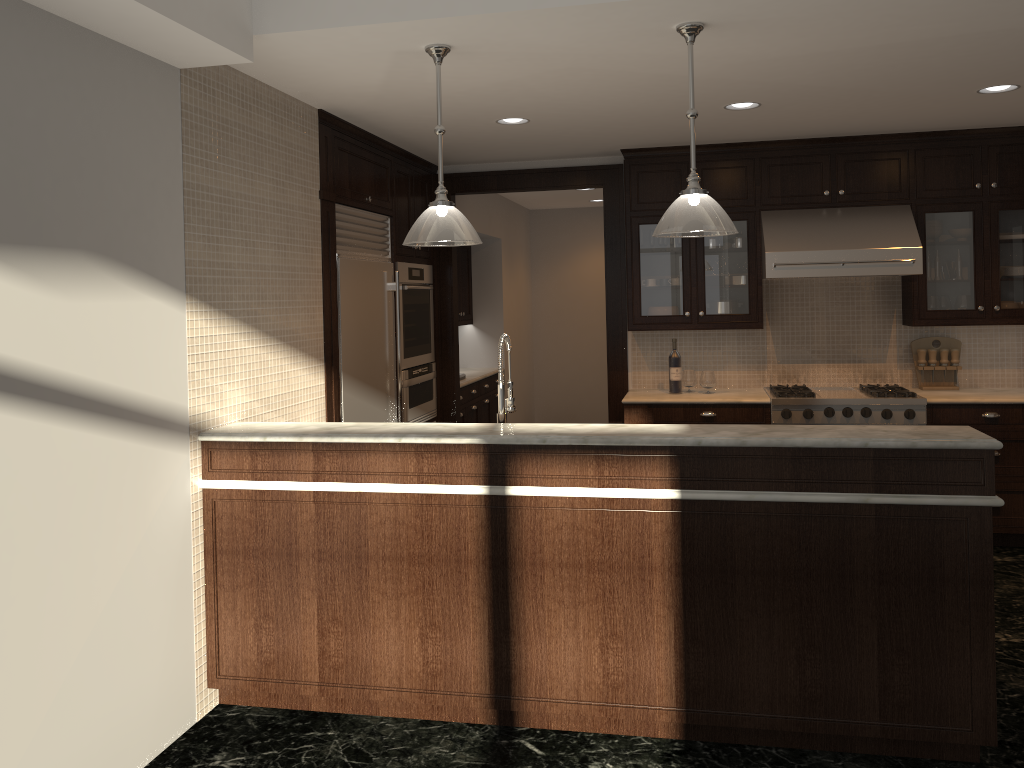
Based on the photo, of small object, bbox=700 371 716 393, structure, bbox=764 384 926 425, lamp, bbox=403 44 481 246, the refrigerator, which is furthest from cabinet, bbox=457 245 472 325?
lamp, bbox=403 44 481 246

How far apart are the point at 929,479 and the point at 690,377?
3.1m

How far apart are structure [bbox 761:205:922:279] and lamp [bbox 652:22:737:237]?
2.3m

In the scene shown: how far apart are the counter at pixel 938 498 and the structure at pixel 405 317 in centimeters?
245cm

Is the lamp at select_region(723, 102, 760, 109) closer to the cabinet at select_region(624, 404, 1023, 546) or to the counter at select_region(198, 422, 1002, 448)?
the cabinet at select_region(624, 404, 1023, 546)

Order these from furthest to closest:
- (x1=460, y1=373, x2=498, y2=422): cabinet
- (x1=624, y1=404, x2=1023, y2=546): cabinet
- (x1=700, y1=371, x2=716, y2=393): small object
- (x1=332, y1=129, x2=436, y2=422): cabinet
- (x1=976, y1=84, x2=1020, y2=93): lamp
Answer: (x1=460, y1=373, x2=498, y2=422): cabinet → (x1=700, y1=371, x2=716, y2=393): small object → (x1=624, y1=404, x2=1023, y2=546): cabinet → (x1=332, y1=129, x2=436, y2=422): cabinet → (x1=976, y1=84, x2=1020, y2=93): lamp

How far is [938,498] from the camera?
2.91m

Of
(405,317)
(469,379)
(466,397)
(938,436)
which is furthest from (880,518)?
(469,379)

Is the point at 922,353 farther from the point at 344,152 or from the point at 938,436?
the point at 344,152

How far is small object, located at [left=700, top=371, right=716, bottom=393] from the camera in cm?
594
